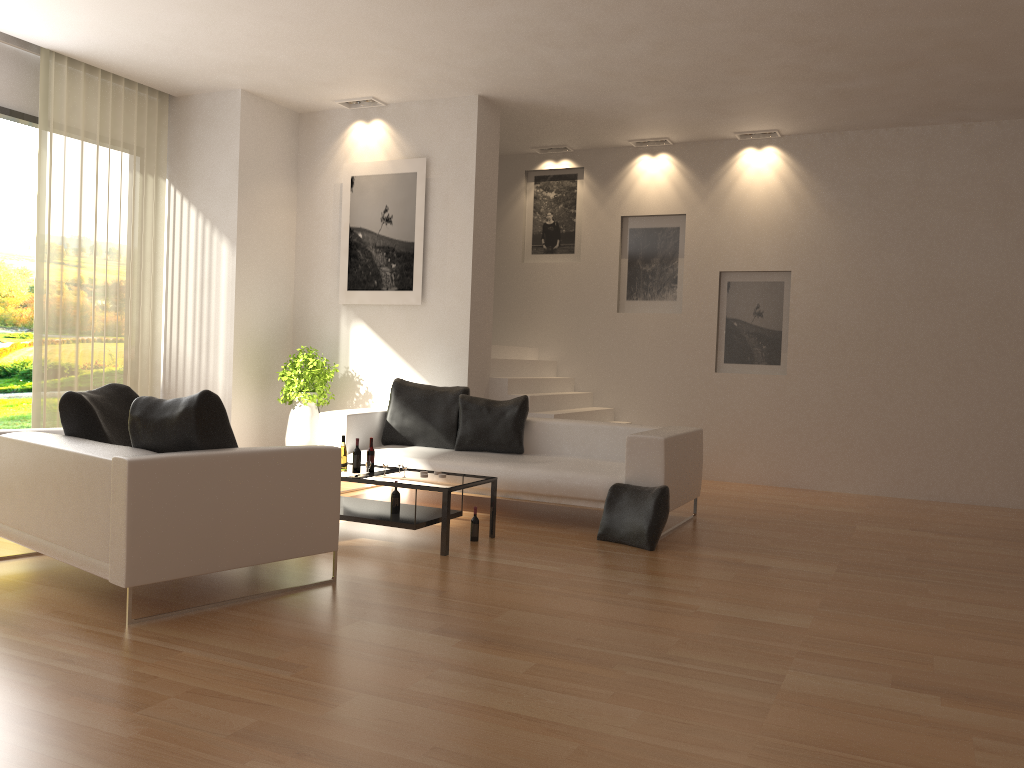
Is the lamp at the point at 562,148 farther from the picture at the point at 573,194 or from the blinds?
the blinds

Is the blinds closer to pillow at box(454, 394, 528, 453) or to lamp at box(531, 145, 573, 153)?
pillow at box(454, 394, 528, 453)

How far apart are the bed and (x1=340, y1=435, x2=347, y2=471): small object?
1.0 meters

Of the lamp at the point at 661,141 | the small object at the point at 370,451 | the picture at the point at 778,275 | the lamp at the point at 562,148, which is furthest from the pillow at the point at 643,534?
the lamp at the point at 562,148

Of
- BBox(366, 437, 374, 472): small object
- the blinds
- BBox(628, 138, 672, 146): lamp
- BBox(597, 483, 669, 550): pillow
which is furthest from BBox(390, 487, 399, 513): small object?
BBox(628, 138, 672, 146): lamp

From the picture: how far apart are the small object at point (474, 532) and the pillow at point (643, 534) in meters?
0.9 m

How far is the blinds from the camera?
7.76m

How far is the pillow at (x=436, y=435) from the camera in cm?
781

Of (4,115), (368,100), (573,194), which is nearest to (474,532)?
(368,100)

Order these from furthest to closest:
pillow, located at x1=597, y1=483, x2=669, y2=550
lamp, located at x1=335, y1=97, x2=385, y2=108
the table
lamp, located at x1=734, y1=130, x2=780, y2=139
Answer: lamp, located at x1=734, y1=130, x2=780, y2=139 < lamp, located at x1=335, y1=97, x2=385, y2=108 < pillow, located at x1=597, y1=483, x2=669, y2=550 < the table
